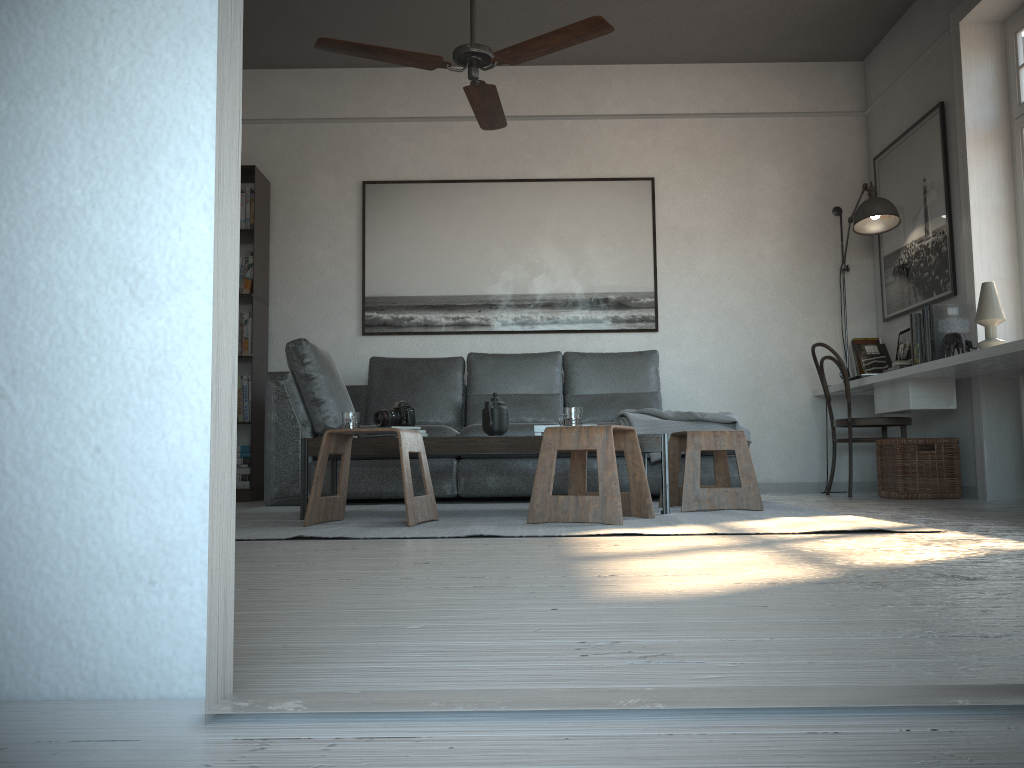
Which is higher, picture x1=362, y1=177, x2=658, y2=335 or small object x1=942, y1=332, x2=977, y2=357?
picture x1=362, y1=177, x2=658, y2=335

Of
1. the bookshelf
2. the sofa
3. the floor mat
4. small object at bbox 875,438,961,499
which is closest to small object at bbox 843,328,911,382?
small object at bbox 875,438,961,499

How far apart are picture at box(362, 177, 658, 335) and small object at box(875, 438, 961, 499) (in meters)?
1.60

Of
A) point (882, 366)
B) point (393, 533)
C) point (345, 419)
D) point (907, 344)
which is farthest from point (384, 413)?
point (882, 366)

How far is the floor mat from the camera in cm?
274

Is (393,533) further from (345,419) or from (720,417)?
(720,417)

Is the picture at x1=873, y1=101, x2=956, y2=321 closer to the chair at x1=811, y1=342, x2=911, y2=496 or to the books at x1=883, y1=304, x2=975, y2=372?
the books at x1=883, y1=304, x2=975, y2=372

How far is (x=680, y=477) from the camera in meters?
4.6

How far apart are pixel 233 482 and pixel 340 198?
5.4m

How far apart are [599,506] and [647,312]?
3.06m
